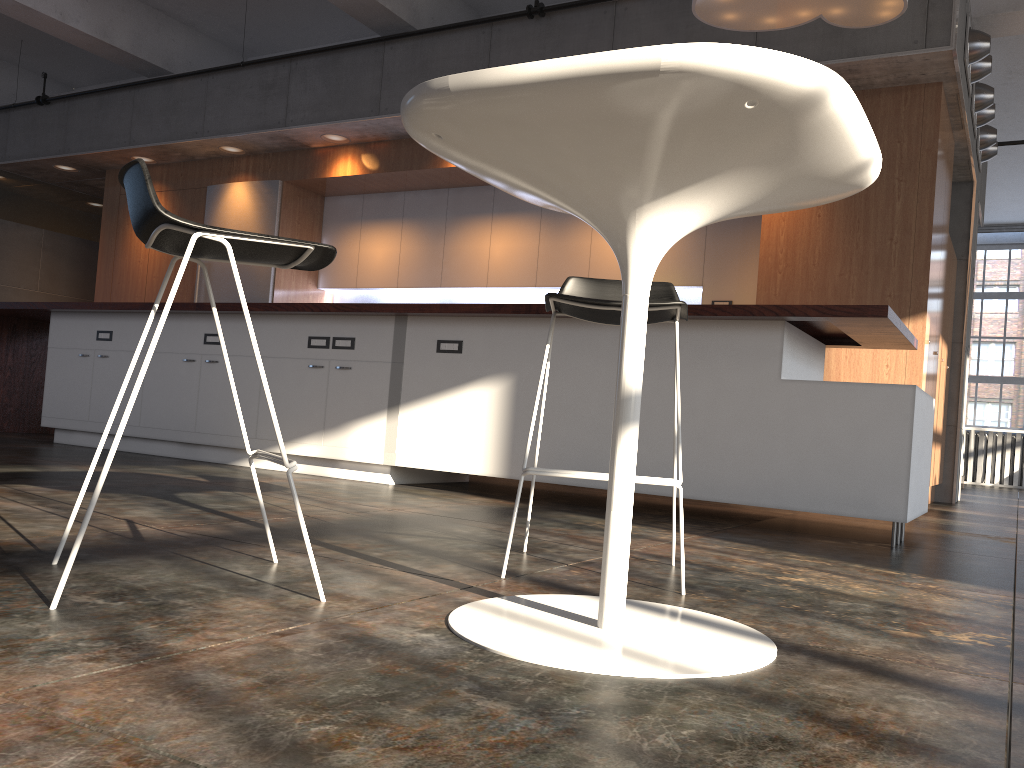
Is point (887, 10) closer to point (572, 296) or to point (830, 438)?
point (830, 438)

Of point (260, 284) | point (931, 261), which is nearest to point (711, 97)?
point (931, 261)

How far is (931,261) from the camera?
5.5 meters

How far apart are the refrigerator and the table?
6.7m

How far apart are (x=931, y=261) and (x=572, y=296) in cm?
412

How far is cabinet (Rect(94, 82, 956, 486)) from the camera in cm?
548

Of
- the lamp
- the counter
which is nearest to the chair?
the counter

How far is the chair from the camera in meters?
2.2 m

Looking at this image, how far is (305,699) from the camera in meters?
1.2 m

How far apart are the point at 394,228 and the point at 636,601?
6.7 meters
